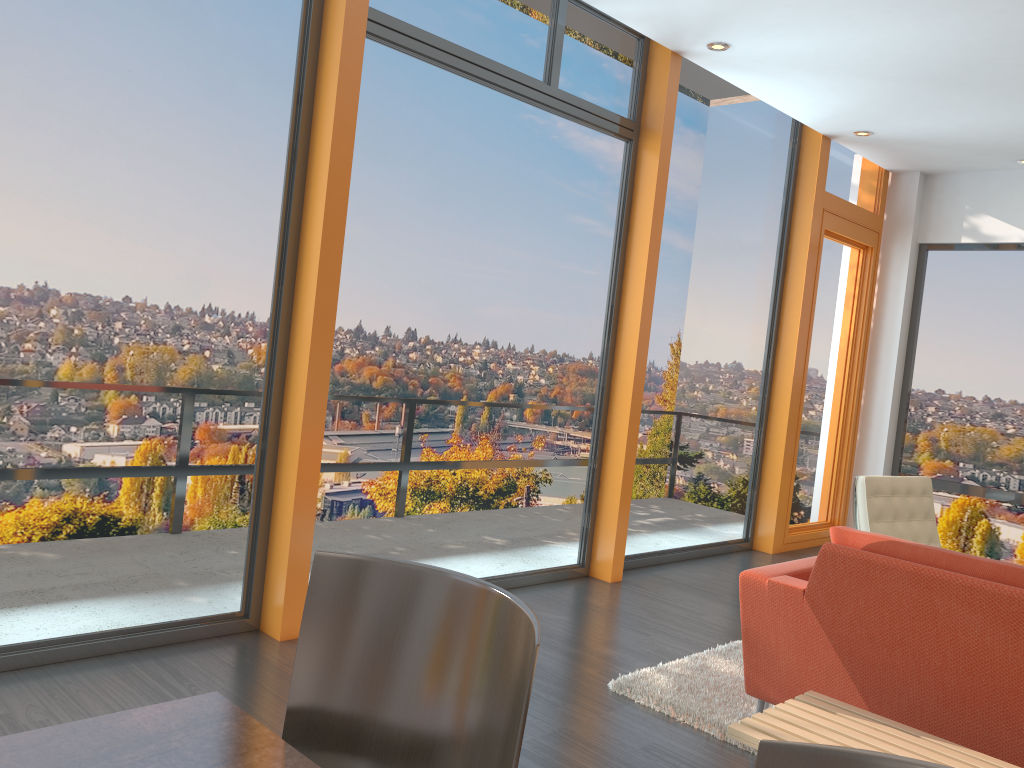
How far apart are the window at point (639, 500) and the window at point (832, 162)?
0.3 meters

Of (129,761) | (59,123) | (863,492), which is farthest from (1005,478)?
(129,761)

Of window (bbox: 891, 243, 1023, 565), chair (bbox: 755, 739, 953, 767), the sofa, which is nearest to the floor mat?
the sofa

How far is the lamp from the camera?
5.0 meters

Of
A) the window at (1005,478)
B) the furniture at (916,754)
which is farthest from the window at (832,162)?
the furniture at (916,754)

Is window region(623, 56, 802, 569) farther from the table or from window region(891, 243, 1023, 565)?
the table

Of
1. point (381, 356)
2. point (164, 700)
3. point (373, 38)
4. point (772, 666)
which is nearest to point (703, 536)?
point (381, 356)

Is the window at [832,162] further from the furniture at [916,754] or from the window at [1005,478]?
the furniture at [916,754]

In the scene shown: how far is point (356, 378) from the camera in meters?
4.1

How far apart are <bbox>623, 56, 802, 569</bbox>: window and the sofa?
2.37m
